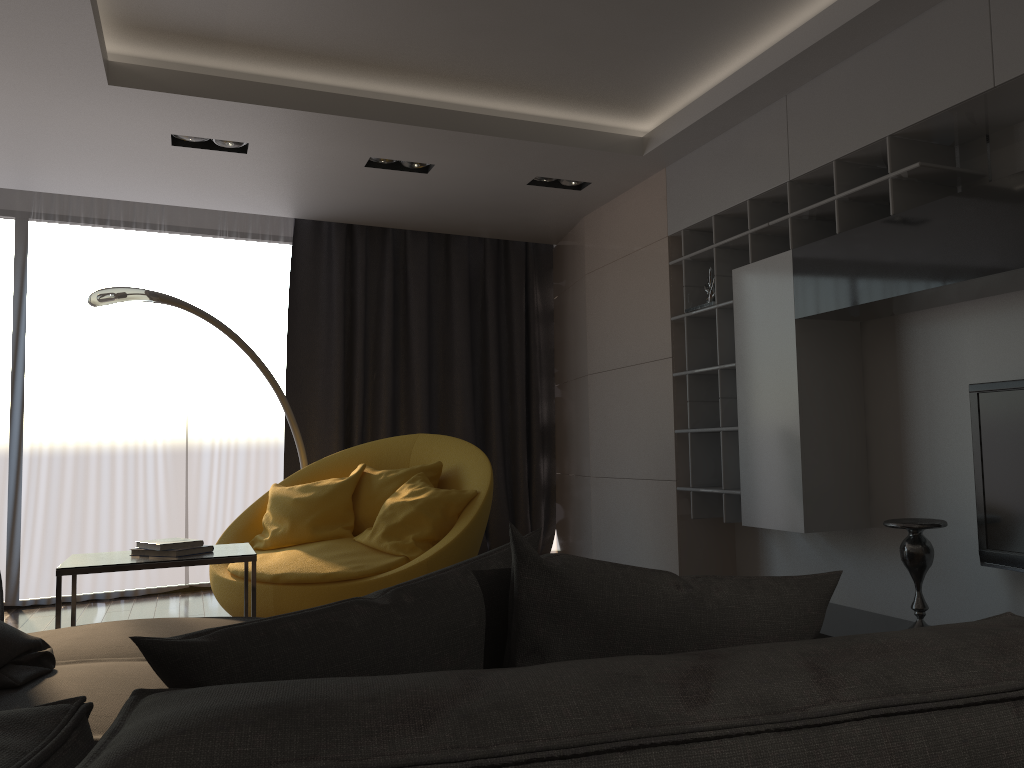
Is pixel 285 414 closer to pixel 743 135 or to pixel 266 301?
pixel 266 301

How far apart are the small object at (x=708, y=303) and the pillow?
3.4m

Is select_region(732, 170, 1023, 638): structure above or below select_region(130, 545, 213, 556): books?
above

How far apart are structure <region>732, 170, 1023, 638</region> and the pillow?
2.1m

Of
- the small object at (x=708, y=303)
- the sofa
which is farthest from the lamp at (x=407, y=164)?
the sofa

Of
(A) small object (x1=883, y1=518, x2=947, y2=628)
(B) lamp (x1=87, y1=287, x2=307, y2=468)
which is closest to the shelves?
(A) small object (x1=883, y1=518, x2=947, y2=628)

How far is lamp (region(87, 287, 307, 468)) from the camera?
4.5 meters

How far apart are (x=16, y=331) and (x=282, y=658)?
5.8m

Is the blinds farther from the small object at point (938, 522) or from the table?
the small object at point (938, 522)

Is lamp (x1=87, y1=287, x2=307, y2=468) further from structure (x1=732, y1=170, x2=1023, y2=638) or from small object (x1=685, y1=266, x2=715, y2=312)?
structure (x1=732, y1=170, x2=1023, y2=638)
